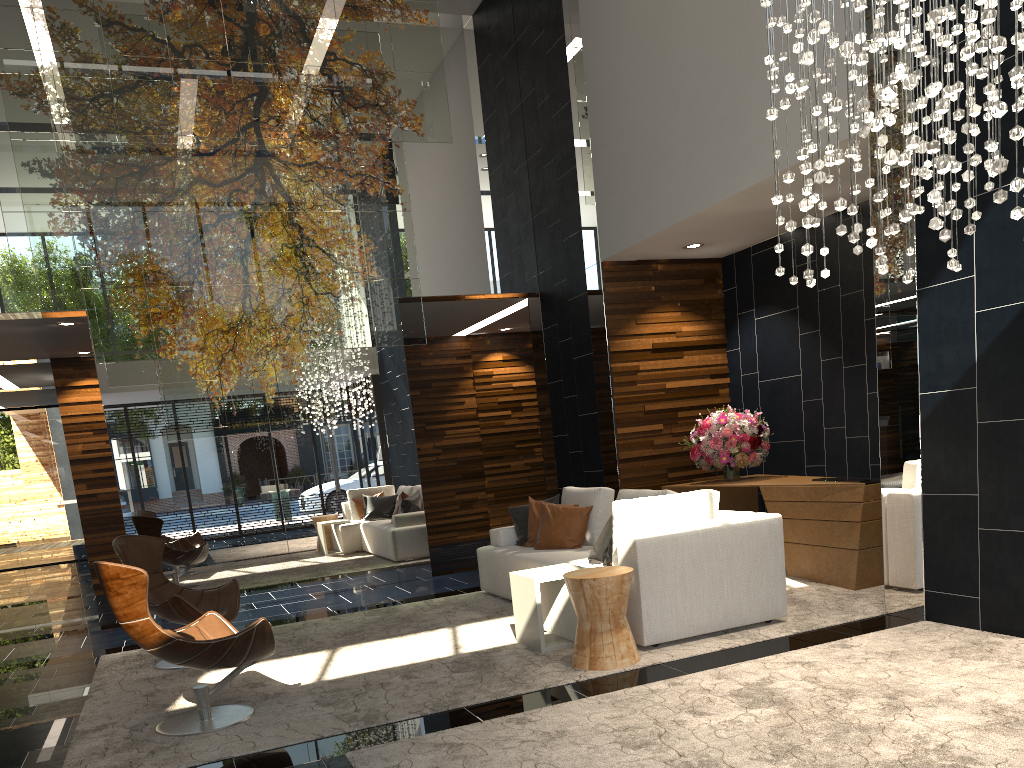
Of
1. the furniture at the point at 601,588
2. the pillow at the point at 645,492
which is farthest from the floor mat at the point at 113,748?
the pillow at the point at 645,492

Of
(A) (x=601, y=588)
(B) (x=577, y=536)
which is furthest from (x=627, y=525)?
(B) (x=577, y=536)

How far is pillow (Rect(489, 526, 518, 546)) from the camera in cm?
714

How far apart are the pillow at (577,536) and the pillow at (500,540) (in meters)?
0.49

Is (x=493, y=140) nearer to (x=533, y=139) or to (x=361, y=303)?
(x=533, y=139)

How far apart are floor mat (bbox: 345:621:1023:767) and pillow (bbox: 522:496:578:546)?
2.75m

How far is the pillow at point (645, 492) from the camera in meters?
6.1

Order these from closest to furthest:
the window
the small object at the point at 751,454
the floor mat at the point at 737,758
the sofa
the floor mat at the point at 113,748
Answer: the floor mat at the point at 737,758 < the floor mat at the point at 113,748 < the sofa < the small object at the point at 751,454 < the window

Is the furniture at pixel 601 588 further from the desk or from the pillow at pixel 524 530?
the pillow at pixel 524 530

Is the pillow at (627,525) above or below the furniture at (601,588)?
above
